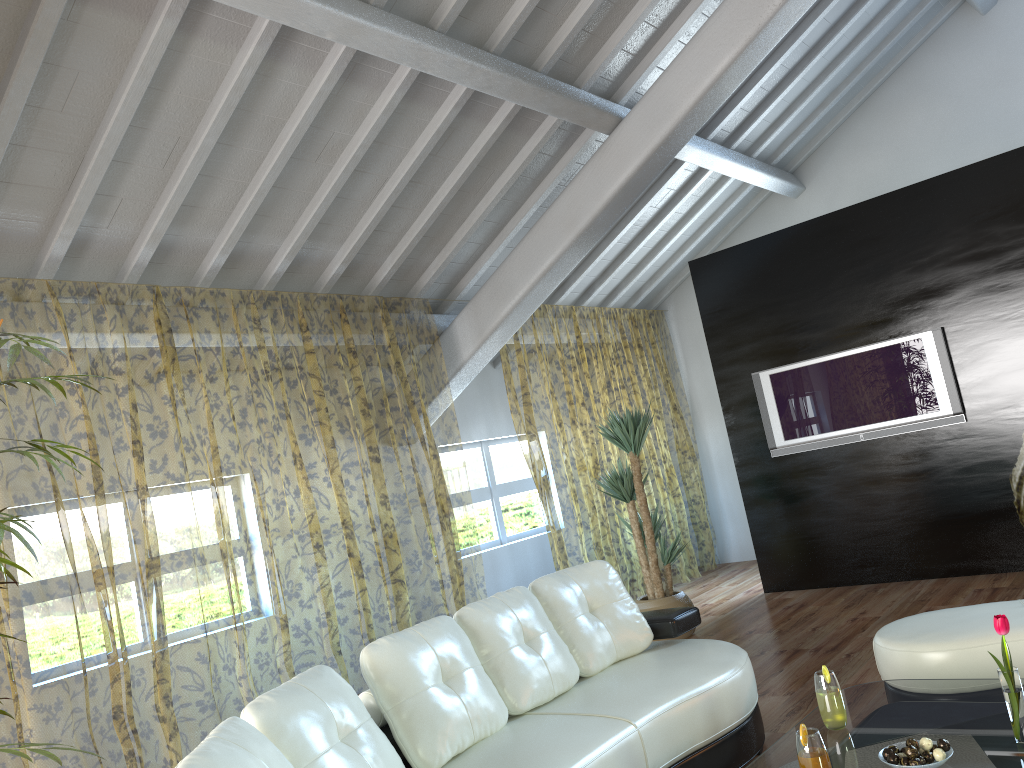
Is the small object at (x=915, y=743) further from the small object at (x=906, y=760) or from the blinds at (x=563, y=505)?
the blinds at (x=563, y=505)

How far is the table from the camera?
2.3 meters

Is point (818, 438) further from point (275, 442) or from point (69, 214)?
point (69, 214)

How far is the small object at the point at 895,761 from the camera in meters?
2.2 m

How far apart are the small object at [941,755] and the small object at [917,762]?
0.1 meters

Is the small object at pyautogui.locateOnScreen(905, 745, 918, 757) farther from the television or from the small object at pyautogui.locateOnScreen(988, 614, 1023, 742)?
the television

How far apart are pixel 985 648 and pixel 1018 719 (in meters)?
0.92

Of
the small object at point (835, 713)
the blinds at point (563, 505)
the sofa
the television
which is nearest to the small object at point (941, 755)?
the small object at point (835, 713)

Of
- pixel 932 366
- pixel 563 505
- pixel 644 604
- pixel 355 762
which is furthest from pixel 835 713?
pixel 563 505

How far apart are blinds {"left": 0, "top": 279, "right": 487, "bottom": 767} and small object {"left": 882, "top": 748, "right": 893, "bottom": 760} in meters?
3.2 m
